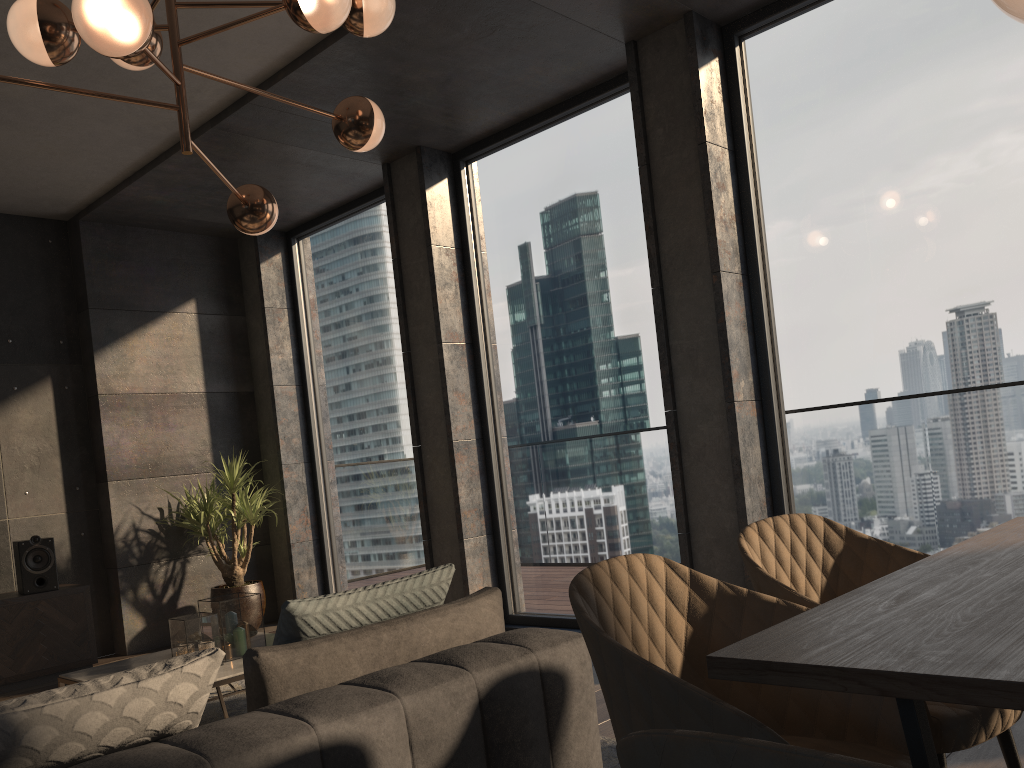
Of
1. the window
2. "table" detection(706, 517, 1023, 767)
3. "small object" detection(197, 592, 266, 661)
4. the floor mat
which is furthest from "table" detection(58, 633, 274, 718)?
"table" detection(706, 517, 1023, 767)

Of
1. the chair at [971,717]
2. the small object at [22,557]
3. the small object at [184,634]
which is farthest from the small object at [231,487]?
the chair at [971,717]

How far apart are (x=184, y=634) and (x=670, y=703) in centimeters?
279cm

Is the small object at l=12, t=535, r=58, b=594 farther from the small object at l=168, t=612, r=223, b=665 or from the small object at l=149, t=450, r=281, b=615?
the small object at l=168, t=612, r=223, b=665

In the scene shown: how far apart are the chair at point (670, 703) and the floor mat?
1.3 meters

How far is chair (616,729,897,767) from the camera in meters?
0.5

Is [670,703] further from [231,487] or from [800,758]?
[231,487]

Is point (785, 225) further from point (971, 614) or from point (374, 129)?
point (971, 614)

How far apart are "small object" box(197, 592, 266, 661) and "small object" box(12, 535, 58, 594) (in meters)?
2.14

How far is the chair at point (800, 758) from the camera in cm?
55
